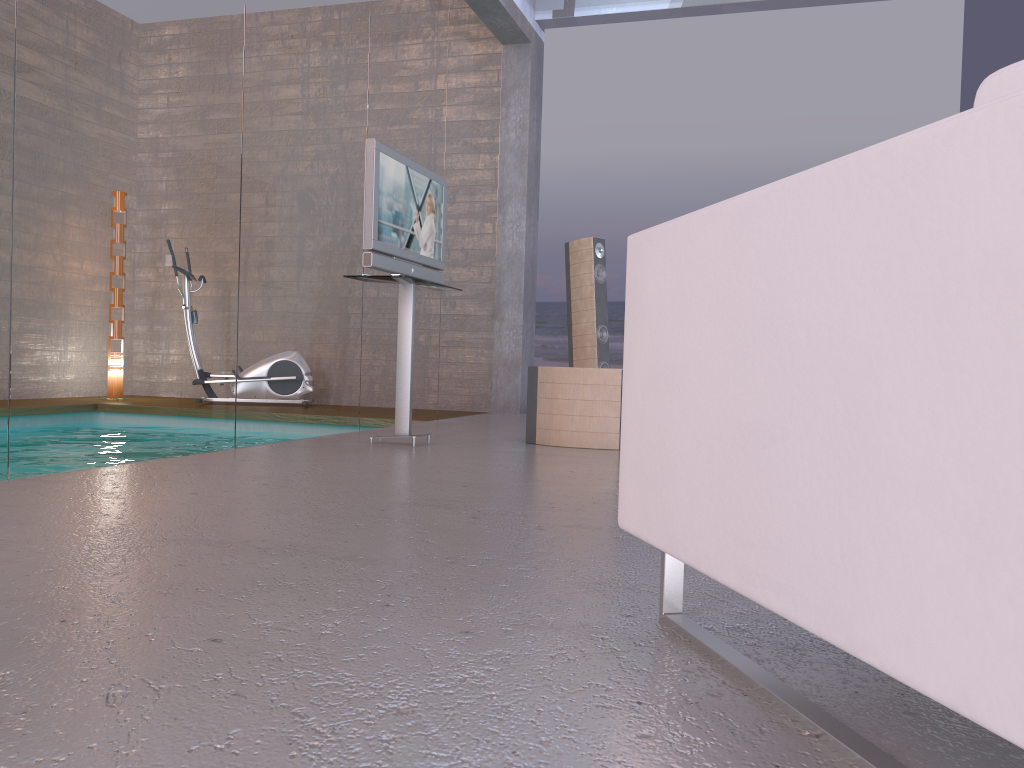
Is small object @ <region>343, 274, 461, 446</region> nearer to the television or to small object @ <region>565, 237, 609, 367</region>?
the television

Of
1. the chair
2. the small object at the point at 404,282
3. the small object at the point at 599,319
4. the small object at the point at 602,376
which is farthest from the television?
the chair

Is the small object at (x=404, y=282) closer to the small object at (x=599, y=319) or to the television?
the television

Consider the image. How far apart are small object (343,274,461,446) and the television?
0.1 meters

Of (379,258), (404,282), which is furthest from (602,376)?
(379,258)

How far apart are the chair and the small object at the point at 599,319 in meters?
5.2

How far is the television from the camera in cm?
455

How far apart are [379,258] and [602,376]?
1.42m

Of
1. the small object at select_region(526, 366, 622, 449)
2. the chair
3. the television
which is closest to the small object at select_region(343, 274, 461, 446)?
the television

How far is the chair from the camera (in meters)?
0.76
